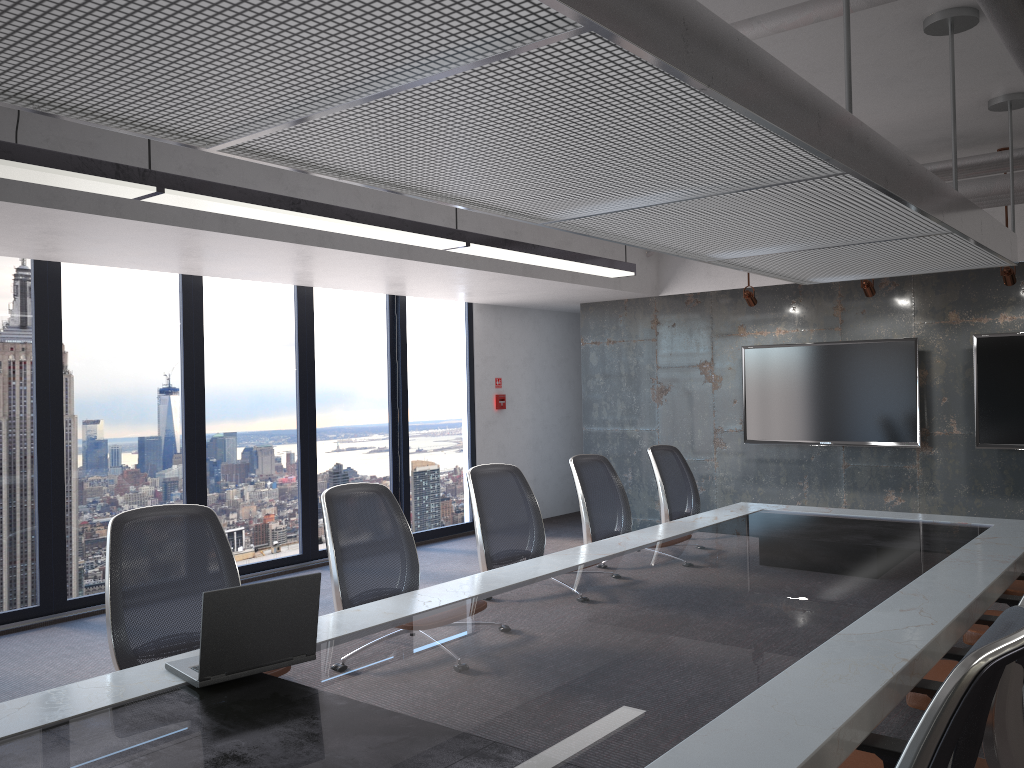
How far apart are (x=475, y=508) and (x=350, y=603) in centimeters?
107cm

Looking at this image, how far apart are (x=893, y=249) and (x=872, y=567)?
1.95m

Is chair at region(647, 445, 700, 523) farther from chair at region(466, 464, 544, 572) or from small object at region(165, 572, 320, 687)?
small object at region(165, 572, 320, 687)

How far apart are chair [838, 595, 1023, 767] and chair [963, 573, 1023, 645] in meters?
1.3 m

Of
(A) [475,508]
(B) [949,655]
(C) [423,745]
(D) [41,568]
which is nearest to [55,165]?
(A) [475,508]

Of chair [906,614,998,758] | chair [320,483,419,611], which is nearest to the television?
chair [906,614,998,758]

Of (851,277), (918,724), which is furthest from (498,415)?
(918,724)

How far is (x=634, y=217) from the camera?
3.87m

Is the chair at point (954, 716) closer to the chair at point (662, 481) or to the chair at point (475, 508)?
the chair at point (475, 508)

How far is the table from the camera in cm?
207
